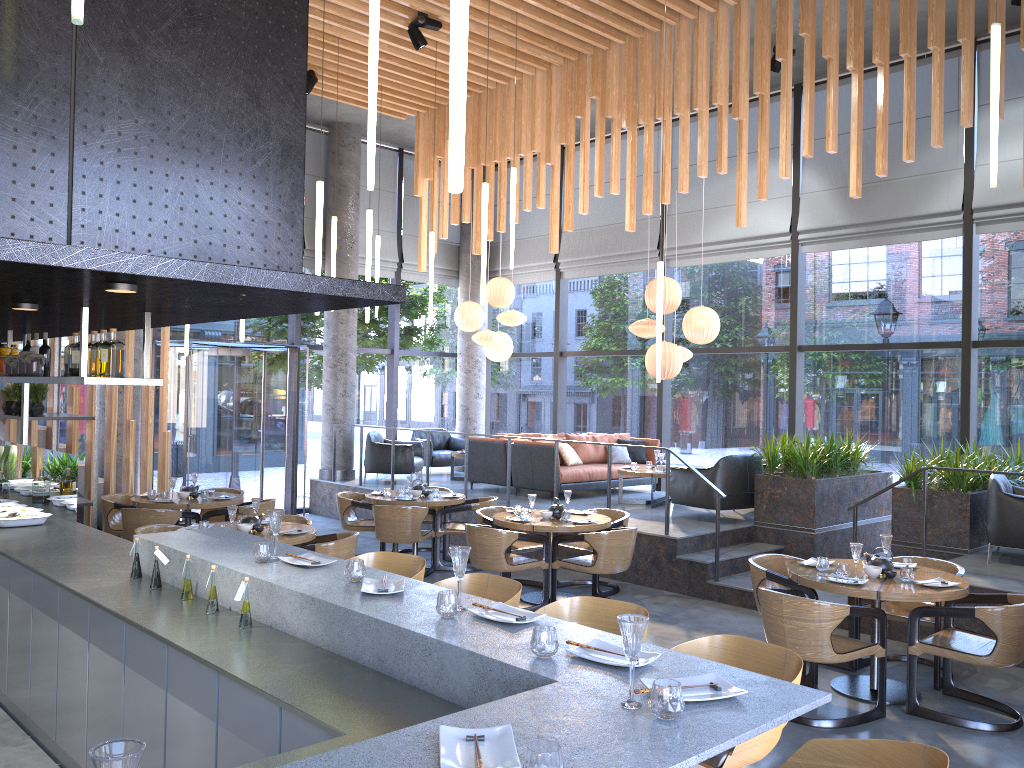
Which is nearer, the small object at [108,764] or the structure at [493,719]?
the small object at [108,764]

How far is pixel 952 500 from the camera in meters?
8.0

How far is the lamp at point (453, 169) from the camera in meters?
2.1 m

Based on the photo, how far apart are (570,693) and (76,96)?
2.8m

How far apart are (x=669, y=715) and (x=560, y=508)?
6.00m

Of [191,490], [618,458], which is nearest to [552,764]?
[191,490]

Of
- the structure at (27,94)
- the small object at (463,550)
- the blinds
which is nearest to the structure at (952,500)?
the blinds

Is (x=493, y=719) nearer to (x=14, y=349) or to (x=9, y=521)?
(x=9, y=521)

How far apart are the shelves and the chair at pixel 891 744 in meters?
4.1

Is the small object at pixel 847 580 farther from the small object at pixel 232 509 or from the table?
the small object at pixel 232 509
